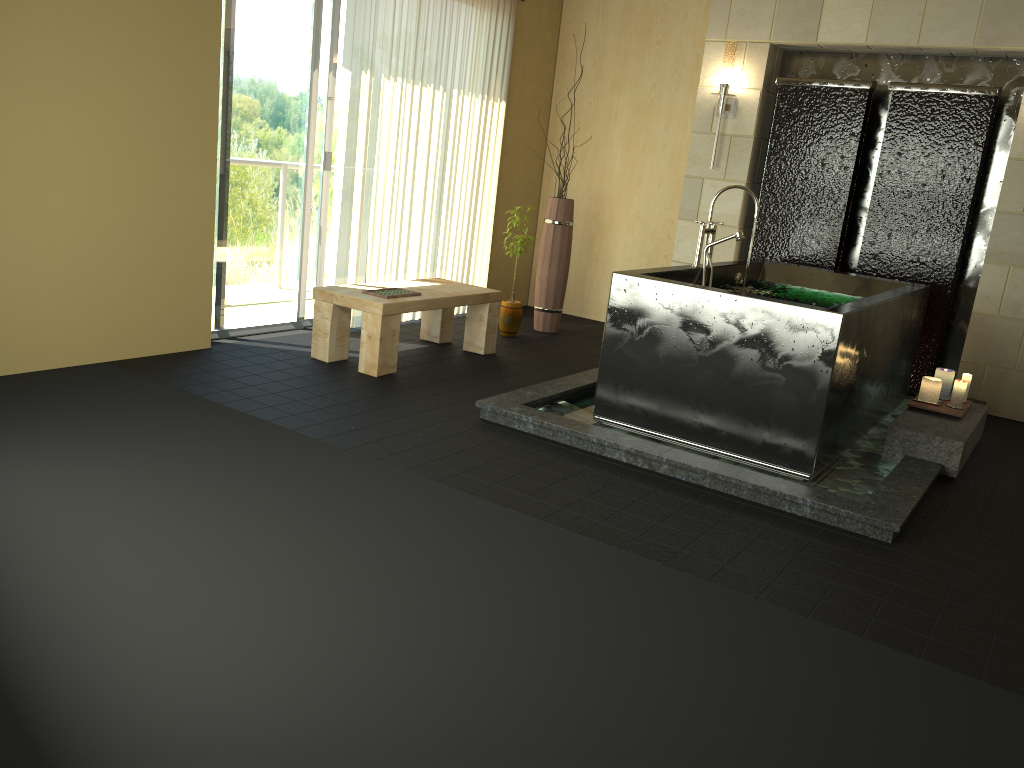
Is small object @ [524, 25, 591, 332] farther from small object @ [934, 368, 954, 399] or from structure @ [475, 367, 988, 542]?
small object @ [934, 368, 954, 399]

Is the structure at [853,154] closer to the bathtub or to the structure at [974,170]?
the structure at [974,170]

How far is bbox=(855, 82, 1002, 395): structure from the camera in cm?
537

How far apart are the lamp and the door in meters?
2.5 m

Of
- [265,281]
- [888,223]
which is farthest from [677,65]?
[265,281]

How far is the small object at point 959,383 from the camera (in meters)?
4.47

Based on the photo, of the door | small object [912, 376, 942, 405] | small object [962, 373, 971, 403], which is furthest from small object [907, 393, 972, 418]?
the door

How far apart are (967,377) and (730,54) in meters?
2.7

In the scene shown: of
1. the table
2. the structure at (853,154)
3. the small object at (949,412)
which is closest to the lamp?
the structure at (853,154)

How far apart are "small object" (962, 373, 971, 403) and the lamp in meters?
2.5 m
